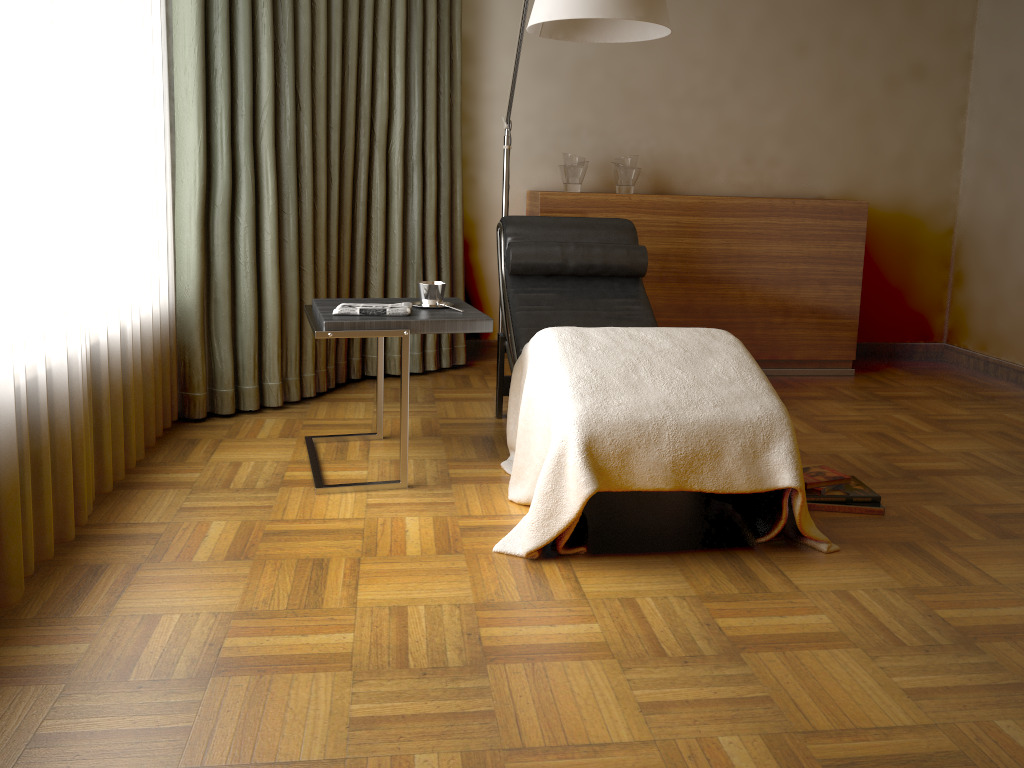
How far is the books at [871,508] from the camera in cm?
264

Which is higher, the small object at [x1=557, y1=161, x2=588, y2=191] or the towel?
the small object at [x1=557, y1=161, x2=588, y2=191]

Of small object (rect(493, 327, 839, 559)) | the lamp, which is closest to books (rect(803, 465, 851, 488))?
small object (rect(493, 327, 839, 559))

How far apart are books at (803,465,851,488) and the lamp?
1.4m

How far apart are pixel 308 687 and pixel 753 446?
1.2 meters

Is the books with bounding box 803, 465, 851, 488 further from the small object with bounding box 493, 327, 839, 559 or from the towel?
the towel

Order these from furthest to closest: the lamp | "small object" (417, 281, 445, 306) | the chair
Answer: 1. the chair
2. "small object" (417, 281, 445, 306)
3. the lamp

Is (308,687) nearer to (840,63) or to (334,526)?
(334,526)

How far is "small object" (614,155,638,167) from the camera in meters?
4.3

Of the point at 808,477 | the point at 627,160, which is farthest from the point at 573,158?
the point at 808,477
